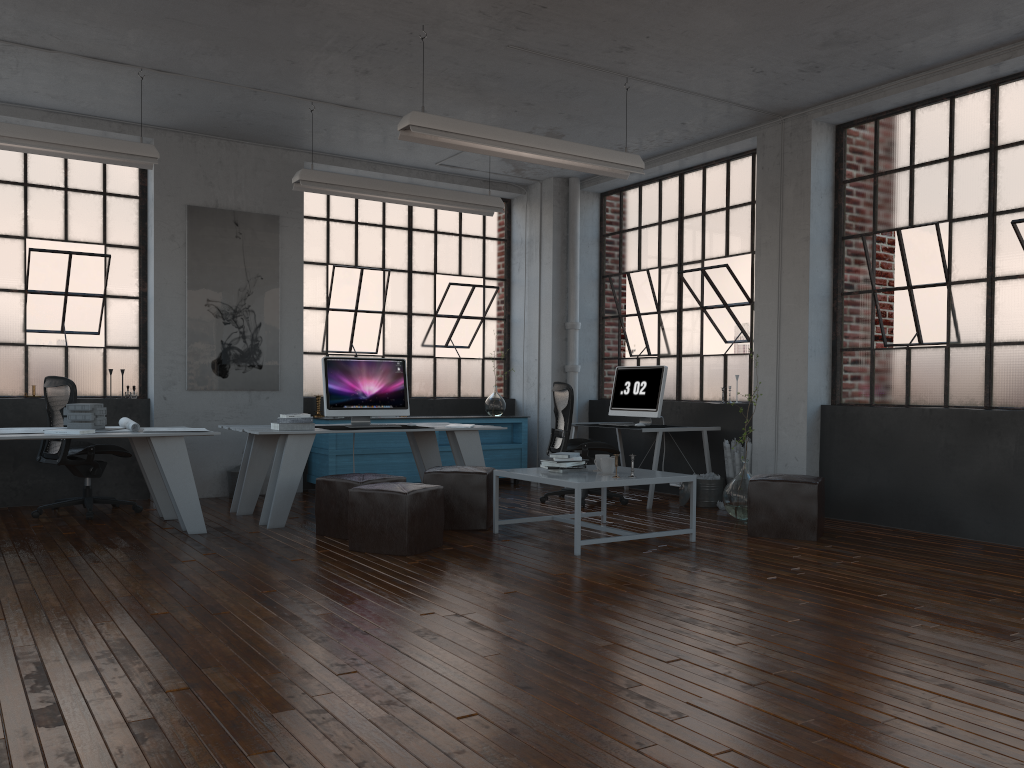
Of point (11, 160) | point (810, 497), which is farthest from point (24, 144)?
point (810, 497)

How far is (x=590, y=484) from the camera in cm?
542

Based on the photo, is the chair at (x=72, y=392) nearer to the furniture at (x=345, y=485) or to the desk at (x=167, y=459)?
the desk at (x=167, y=459)

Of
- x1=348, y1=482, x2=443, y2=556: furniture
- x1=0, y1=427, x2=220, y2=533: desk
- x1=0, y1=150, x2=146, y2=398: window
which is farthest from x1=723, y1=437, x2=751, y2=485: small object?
x1=0, y1=150, x2=146, y2=398: window

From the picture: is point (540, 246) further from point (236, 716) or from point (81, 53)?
point (236, 716)

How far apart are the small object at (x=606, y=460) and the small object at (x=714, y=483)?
2.0m

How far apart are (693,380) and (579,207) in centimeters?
231cm

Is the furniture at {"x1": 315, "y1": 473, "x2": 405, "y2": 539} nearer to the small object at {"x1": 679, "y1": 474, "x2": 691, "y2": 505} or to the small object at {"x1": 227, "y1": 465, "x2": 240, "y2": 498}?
the small object at {"x1": 227, "y1": 465, "x2": 240, "y2": 498}

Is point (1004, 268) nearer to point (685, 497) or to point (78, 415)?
point (685, 497)

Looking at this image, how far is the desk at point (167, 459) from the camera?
6.0 meters
